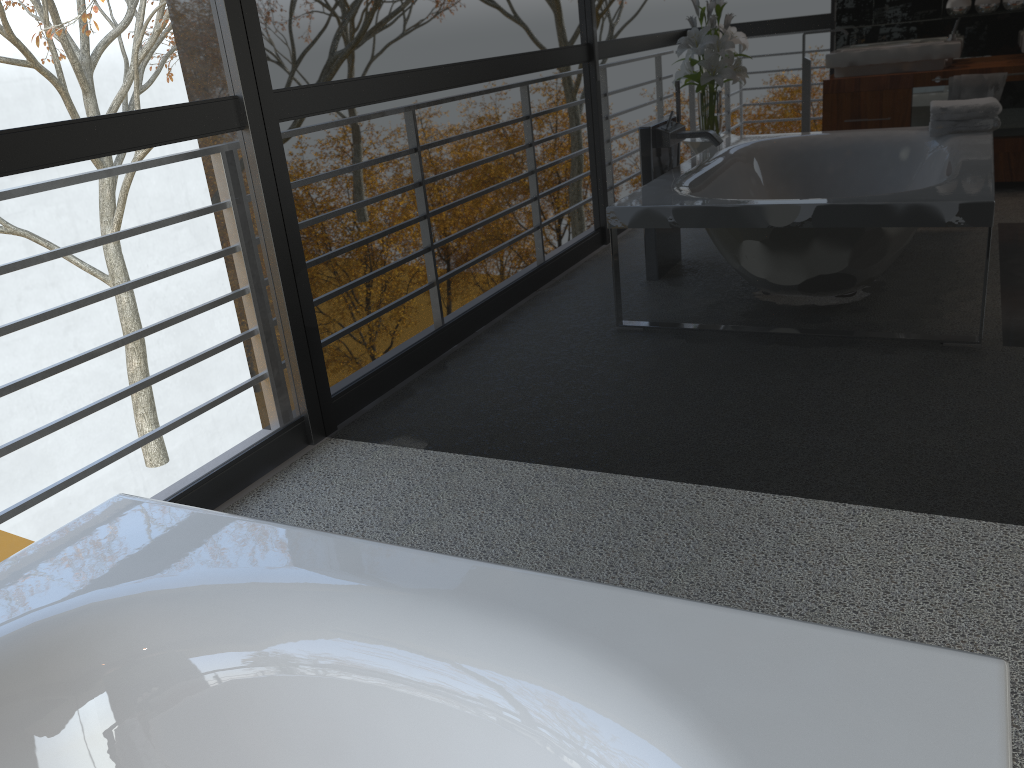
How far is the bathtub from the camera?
0.9 meters

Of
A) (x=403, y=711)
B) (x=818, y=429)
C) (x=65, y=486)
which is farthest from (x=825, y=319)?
(x=65, y=486)

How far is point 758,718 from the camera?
0.9 meters

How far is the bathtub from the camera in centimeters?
87cm
